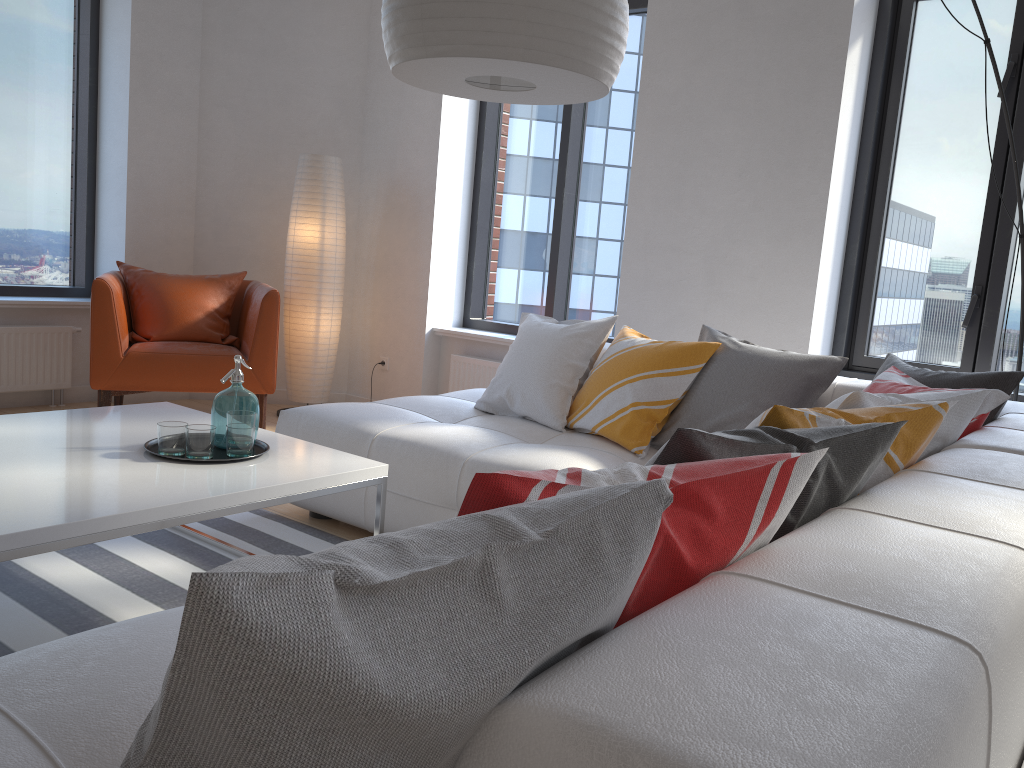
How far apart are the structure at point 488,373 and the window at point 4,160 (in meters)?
2.27

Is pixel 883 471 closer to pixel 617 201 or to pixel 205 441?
pixel 205 441

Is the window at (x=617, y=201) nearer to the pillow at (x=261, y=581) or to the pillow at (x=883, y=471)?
the pillow at (x=883, y=471)

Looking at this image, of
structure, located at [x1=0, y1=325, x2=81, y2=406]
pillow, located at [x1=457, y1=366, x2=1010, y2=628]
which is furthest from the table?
structure, located at [x1=0, y1=325, x2=81, y2=406]

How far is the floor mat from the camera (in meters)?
2.31

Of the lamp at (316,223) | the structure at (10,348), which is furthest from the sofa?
the structure at (10,348)

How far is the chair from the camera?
4.2 meters

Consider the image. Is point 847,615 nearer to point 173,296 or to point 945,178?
point 945,178

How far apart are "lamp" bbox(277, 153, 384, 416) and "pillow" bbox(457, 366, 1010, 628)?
3.4 meters

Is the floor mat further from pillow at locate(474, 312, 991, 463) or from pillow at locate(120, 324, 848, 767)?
pillow at locate(120, 324, 848, 767)
